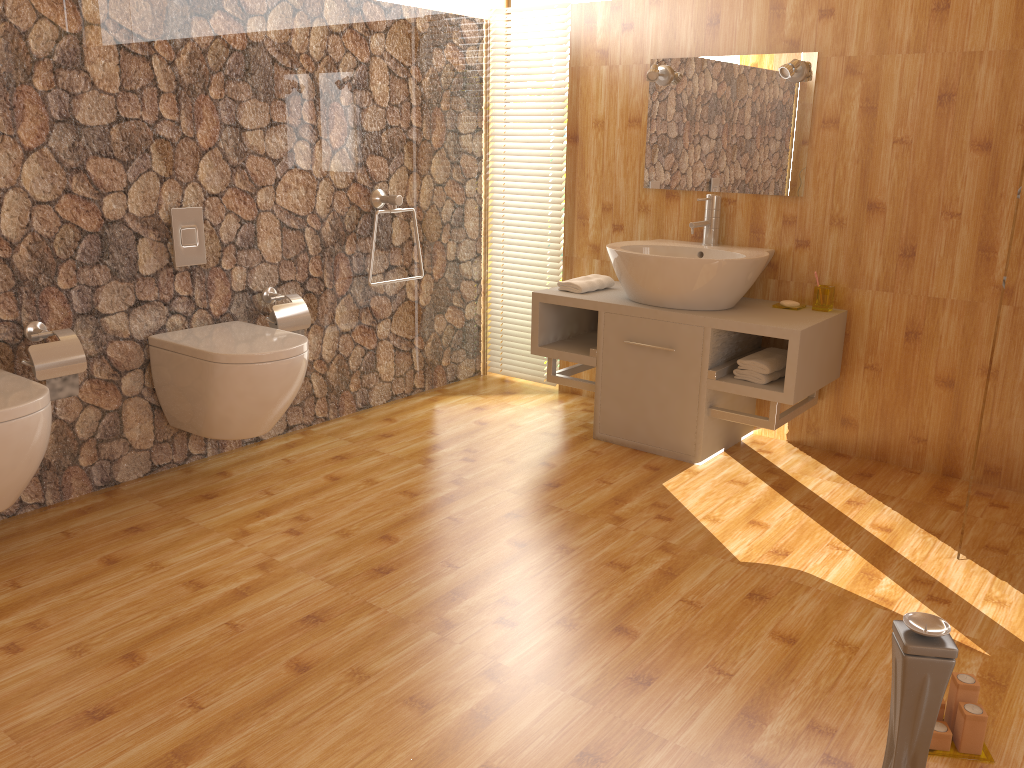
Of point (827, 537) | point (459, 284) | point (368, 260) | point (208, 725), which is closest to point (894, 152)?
point (827, 537)

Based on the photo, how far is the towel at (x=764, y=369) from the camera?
3.2 meters

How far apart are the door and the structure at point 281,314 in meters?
2.3 m

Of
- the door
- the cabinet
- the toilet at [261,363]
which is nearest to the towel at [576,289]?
the cabinet

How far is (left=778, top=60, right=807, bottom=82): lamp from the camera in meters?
3.2 m

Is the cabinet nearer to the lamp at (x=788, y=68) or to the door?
the door

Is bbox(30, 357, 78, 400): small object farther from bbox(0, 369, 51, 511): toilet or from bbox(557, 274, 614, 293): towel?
bbox(557, 274, 614, 293): towel

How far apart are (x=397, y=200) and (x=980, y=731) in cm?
278

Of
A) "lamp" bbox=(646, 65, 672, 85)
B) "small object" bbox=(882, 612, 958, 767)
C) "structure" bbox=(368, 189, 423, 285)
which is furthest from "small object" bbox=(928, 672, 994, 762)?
"structure" bbox=(368, 189, 423, 285)

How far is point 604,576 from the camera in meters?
2.5 m
